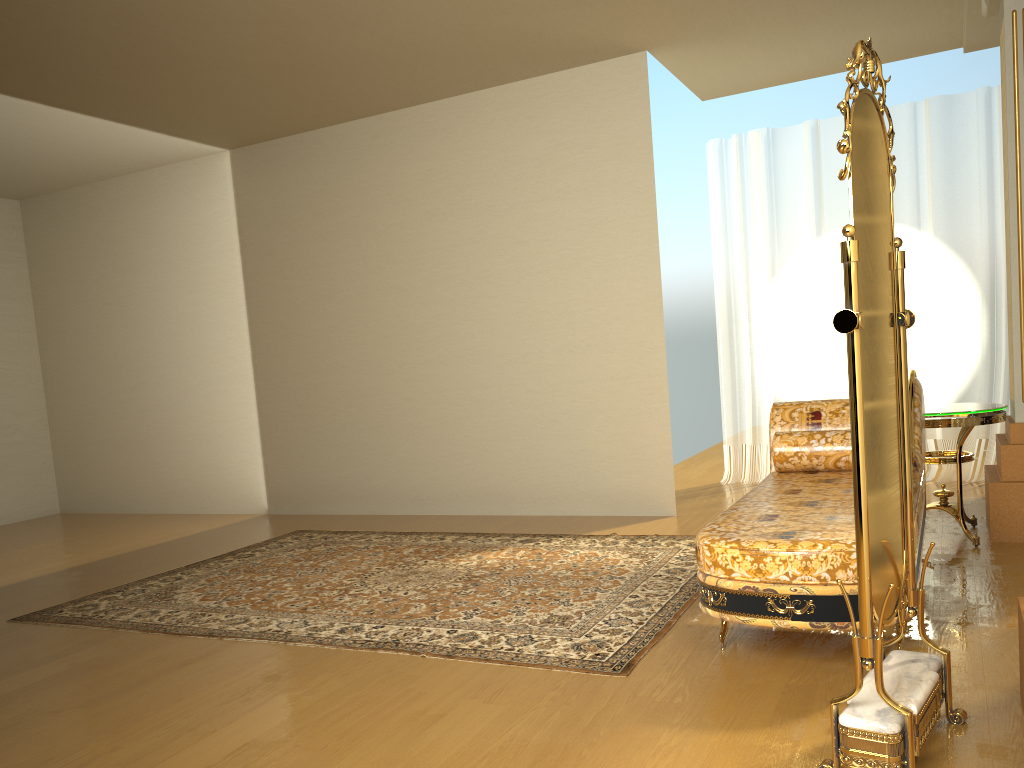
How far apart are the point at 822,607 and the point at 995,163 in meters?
4.4

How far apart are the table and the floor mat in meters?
1.2

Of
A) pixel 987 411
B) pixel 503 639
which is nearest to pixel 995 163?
pixel 987 411

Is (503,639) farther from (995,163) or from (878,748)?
(995,163)

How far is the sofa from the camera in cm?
253

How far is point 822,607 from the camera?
2.5 meters

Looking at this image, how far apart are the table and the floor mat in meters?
1.2 m

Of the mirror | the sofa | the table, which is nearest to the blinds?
the table

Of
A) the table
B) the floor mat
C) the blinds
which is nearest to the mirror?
the floor mat

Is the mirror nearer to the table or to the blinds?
the table
